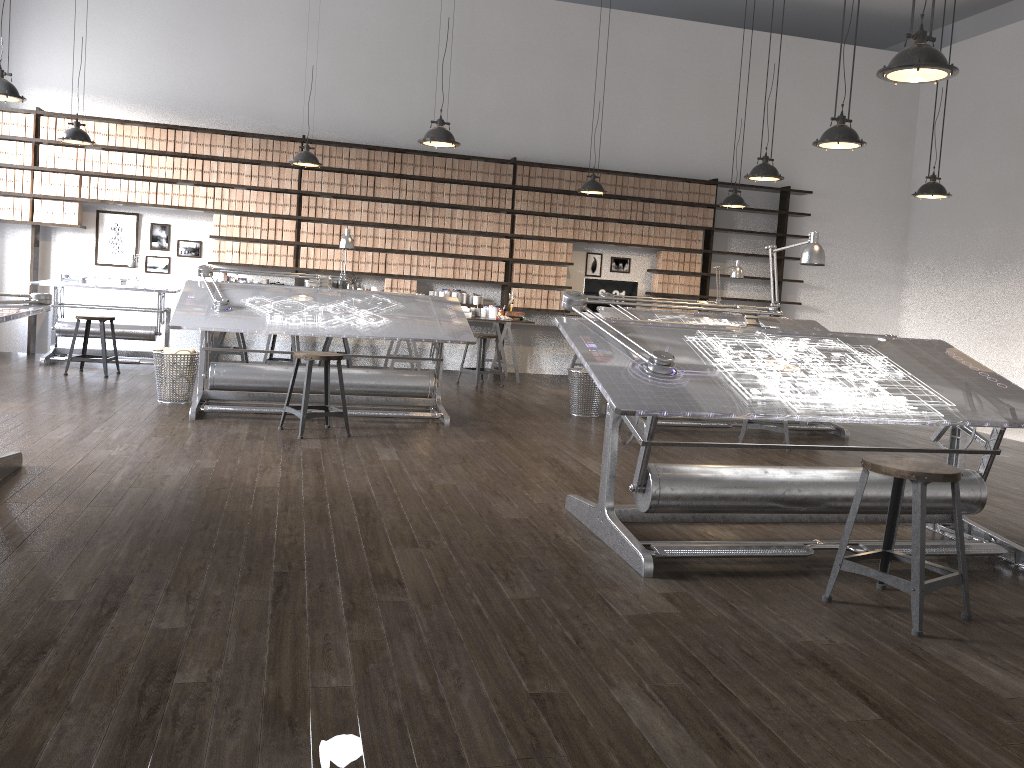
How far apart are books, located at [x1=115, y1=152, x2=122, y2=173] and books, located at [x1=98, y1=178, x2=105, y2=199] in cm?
19

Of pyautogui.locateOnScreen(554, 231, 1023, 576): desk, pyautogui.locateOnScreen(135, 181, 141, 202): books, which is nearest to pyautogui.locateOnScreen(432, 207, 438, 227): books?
pyautogui.locateOnScreen(135, 181, 141, 202): books

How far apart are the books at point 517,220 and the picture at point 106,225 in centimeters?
402cm

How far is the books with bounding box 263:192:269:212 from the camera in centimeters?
926cm

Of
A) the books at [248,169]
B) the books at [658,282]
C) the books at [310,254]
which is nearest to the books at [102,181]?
the books at [248,169]

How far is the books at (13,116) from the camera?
8.6m

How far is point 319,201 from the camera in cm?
939

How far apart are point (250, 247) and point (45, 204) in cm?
198

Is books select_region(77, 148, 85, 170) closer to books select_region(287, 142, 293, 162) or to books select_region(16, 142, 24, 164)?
books select_region(16, 142, 24, 164)

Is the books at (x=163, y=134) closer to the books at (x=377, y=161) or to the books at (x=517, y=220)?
the books at (x=377, y=161)
